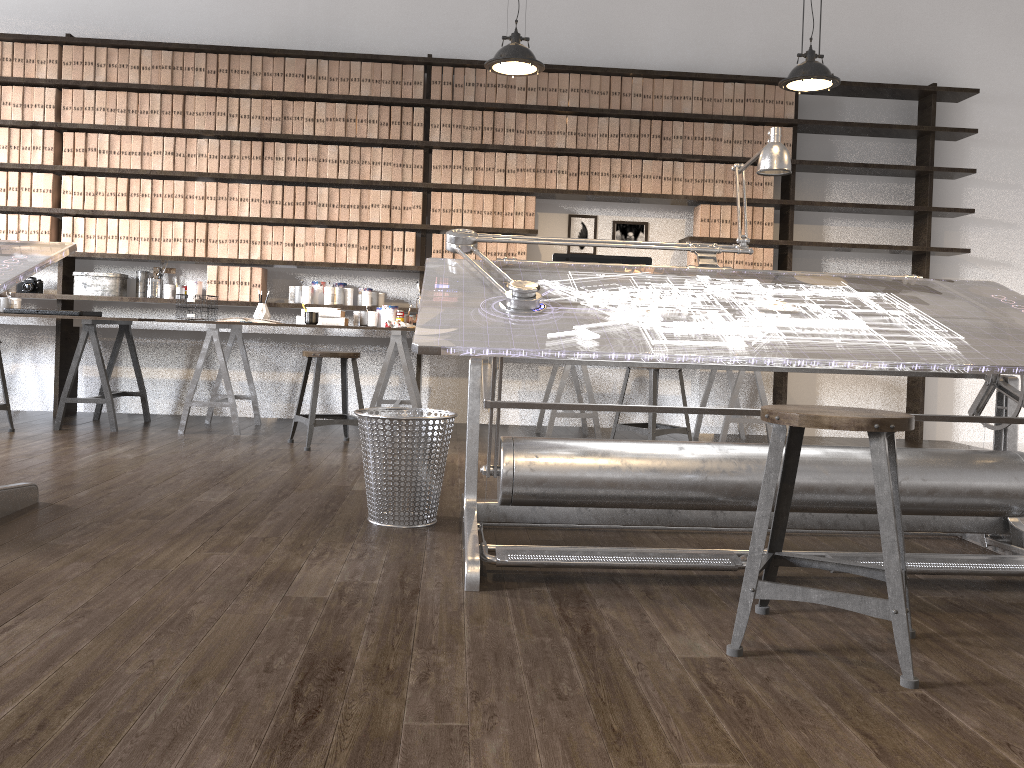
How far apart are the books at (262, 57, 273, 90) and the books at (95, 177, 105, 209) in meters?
1.2

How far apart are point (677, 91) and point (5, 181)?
4.3m

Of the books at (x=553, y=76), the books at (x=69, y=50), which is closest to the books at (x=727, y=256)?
the books at (x=553, y=76)

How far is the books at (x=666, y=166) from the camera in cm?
585

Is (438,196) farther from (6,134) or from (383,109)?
(6,134)

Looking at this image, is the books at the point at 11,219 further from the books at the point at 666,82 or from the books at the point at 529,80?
the books at the point at 666,82

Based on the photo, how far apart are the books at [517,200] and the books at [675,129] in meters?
1.1

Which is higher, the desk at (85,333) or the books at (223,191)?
the books at (223,191)

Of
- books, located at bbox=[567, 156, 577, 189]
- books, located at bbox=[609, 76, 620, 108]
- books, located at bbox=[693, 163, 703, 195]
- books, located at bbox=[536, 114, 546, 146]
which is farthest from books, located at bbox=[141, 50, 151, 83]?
books, located at bbox=[693, 163, 703, 195]

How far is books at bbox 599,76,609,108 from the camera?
5.8m
